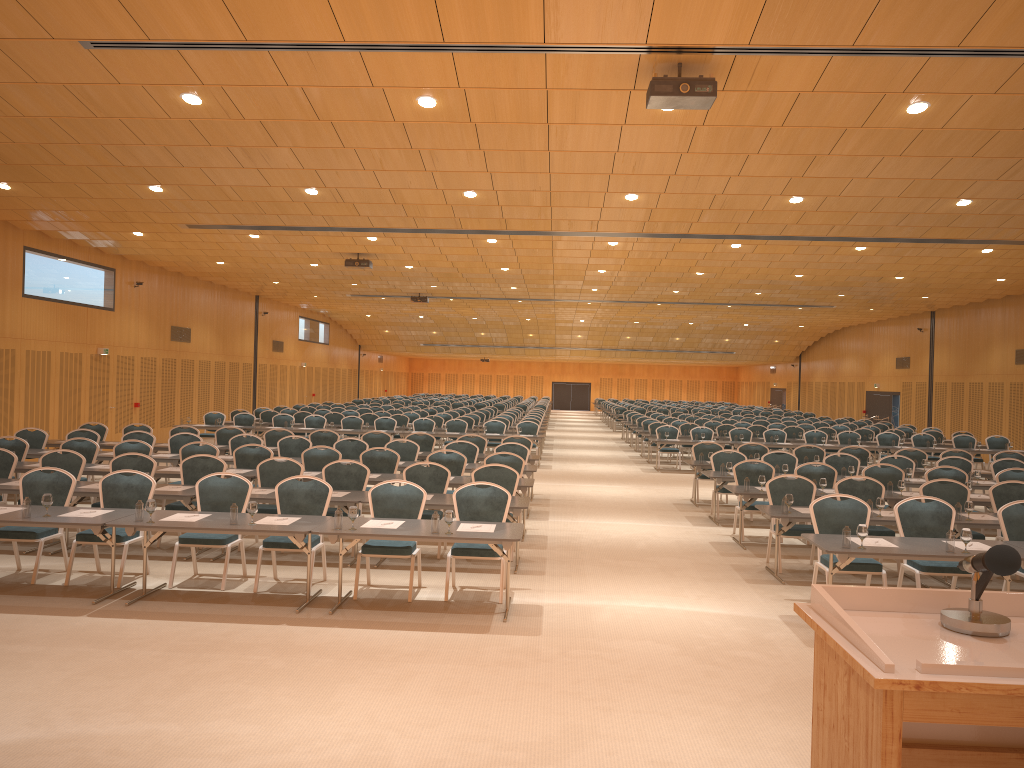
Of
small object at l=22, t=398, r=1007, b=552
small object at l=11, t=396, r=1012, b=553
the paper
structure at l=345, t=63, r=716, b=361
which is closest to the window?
structure at l=345, t=63, r=716, b=361

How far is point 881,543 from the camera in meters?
8.1

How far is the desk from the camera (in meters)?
7.84

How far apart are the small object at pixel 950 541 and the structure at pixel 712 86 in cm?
402

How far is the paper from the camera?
8.1m

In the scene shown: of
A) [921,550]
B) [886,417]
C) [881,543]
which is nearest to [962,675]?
[921,550]

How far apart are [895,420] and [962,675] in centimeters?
3622cm

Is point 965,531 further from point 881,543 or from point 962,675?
point 962,675

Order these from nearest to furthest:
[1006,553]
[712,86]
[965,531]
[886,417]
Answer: [1006,553] < [965,531] < [712,86] < [886,417]

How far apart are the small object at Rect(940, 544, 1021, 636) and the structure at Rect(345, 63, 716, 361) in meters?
6.4 m
